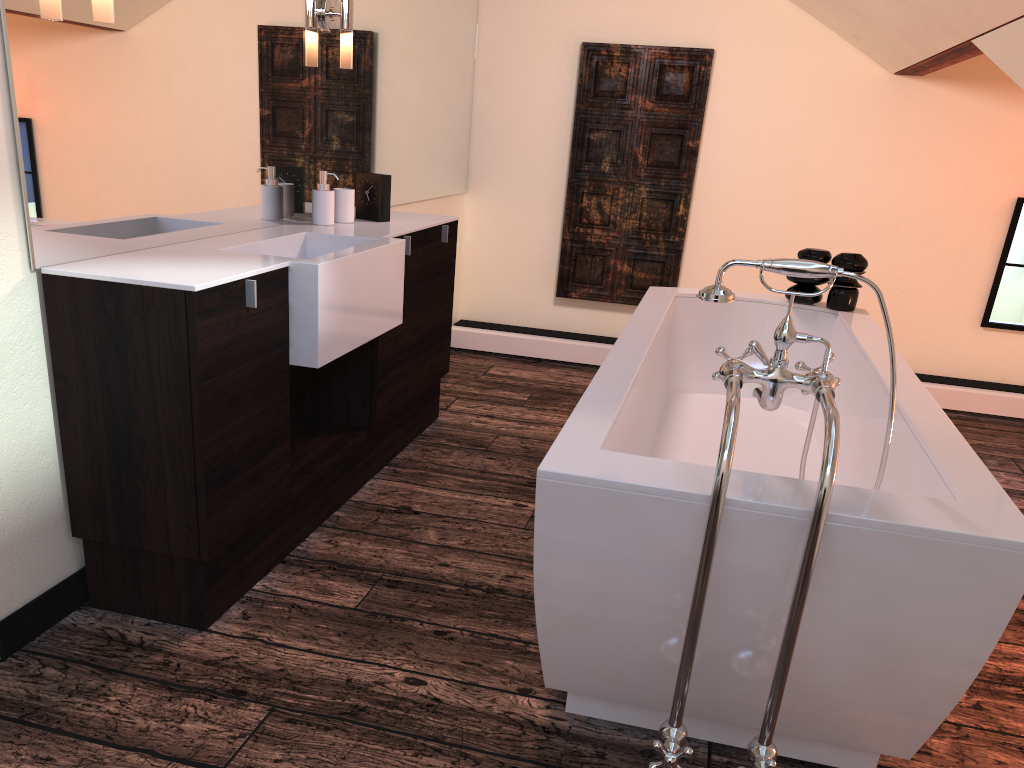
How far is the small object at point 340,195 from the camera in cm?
304

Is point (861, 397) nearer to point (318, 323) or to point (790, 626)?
point (790, 626)

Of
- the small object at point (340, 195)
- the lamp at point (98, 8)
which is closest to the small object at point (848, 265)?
the small object at point (340, 195)

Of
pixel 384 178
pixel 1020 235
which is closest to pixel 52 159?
pixel 384 178

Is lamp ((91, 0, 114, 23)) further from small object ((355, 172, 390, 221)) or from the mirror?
small object ((355, 172, 390, 221))

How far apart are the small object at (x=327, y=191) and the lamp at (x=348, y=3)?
0.4m

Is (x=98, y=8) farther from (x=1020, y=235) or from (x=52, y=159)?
(x=1020, y=235)

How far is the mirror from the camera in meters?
1.9 m

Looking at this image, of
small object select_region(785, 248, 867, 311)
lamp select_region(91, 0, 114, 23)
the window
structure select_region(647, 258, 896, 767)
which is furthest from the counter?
the window

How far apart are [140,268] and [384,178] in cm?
132
